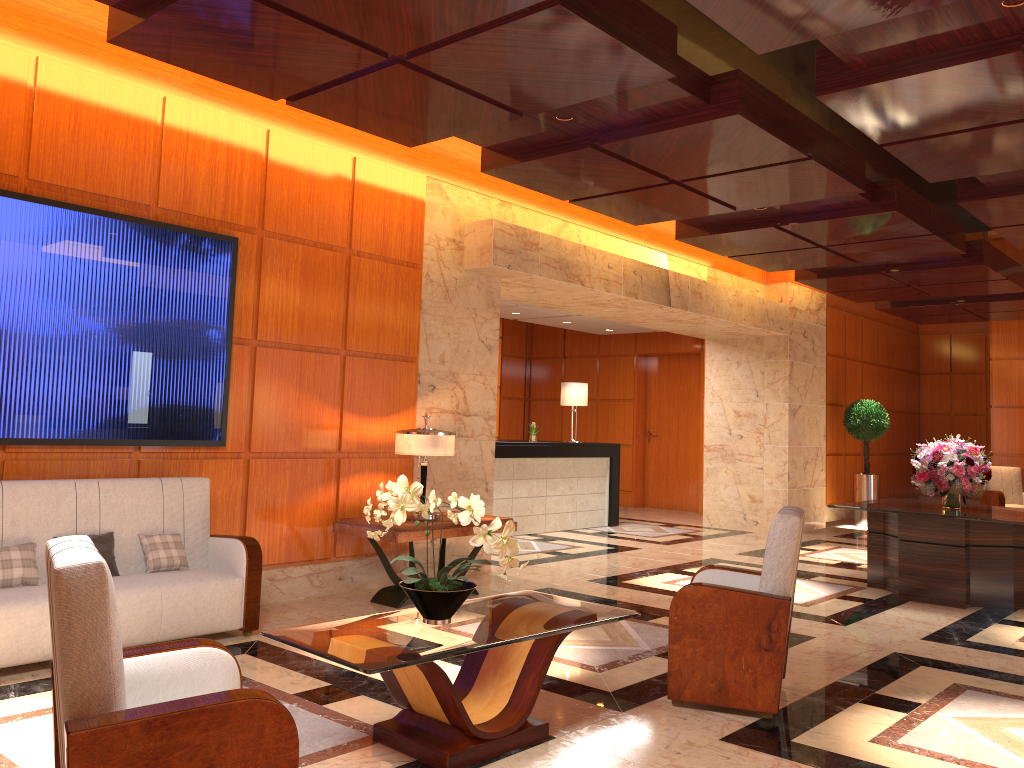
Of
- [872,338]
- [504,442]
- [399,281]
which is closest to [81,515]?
[399,281]

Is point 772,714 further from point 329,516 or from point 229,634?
point 329,516

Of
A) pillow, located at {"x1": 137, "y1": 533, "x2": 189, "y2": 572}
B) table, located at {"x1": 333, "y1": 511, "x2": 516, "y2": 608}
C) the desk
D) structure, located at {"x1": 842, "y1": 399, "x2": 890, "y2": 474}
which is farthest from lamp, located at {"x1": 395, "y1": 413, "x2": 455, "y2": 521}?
structure, located at {"x1": 842, "y1": 399, "x2": 890, "y2": 474}

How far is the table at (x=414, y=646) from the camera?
3.4 meters

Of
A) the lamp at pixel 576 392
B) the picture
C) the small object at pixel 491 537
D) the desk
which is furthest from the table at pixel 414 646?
the lamp at pixel 576 392

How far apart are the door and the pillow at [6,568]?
11.8m

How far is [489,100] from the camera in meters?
5.3 m

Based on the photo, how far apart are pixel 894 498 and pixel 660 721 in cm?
578

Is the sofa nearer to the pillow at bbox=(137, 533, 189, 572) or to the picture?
the pillow at bbox=(137, 533, 189, 572)

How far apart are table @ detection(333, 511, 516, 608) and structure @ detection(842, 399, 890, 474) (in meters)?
8.56
